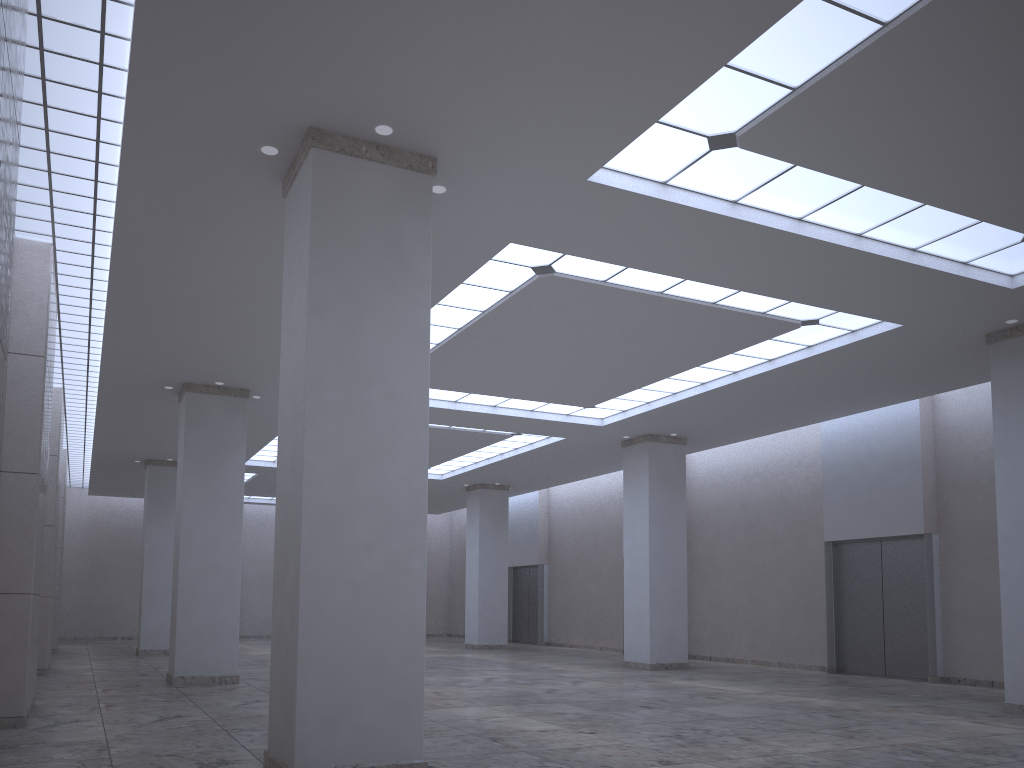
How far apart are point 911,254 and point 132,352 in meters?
36.5
